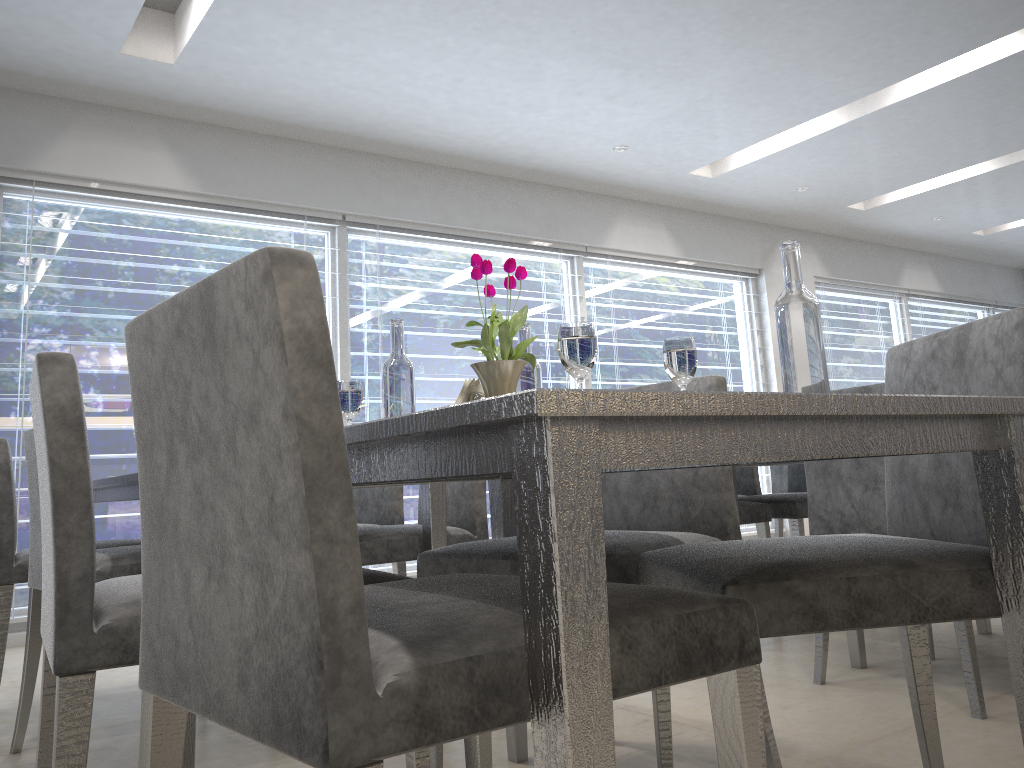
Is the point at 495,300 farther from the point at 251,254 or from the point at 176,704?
the point at 251,254

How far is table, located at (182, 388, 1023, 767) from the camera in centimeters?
66cm

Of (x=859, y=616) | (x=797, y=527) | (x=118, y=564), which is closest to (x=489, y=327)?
(x=859, y=616)

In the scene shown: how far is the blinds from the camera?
4.1 meters

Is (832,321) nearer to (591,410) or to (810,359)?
(810,359)

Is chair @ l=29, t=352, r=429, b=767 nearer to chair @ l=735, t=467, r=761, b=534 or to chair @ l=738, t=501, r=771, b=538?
chair @ l=738, t=501, r=771, b=538

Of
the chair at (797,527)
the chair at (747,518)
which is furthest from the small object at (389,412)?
the chair at (797,527)

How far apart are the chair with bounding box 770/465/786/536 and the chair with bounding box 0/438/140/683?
3.2m

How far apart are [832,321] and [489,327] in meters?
7.0

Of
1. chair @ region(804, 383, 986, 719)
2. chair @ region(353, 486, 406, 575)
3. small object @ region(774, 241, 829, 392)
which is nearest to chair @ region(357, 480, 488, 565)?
chair @ region(353, 486, 406, 575)
